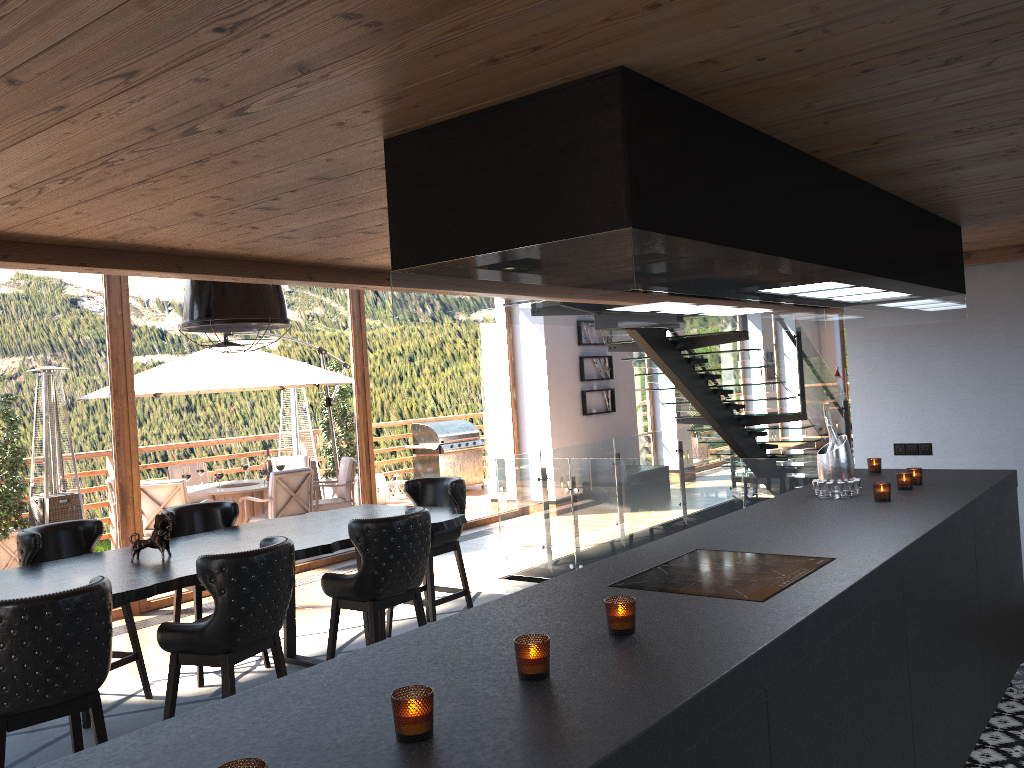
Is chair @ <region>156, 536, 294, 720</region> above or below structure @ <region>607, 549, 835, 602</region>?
below

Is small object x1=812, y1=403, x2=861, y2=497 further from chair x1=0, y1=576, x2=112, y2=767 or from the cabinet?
chair x1=0, y1=576, x2=112, y2=767

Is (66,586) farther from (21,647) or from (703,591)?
(703,591)

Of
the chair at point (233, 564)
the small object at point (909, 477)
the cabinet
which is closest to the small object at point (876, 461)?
the cabinet

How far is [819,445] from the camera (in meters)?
15.82

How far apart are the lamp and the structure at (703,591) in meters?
2.8 m

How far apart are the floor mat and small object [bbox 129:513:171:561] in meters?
1.0 m

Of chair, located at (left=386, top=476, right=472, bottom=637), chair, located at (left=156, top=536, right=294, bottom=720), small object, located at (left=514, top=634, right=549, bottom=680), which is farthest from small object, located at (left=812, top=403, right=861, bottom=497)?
chair, located at (left=386, top=476, right=472, bottom=637)

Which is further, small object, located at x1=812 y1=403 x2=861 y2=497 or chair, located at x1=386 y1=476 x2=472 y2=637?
chair, located at x1=386 y1=476 x2=472 y2=637

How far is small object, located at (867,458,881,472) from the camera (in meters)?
5.01
